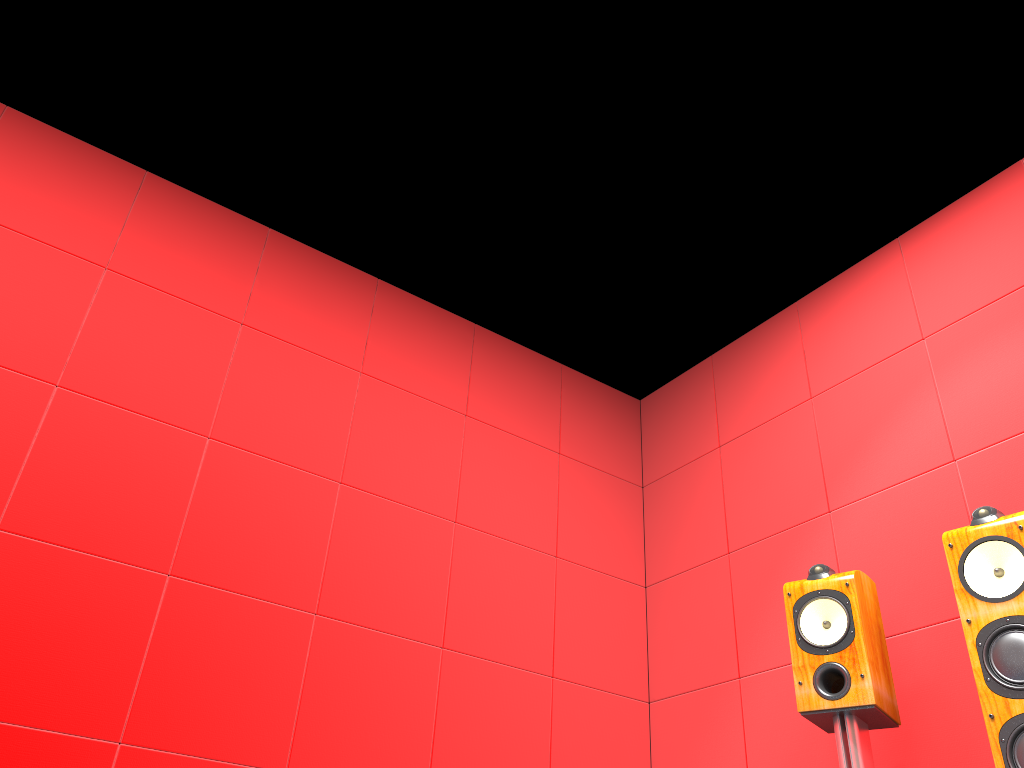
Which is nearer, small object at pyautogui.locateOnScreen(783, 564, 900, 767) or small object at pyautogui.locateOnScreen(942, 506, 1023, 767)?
small object at pyautogui.locateOnScreen(942, 506, 1023, 767)

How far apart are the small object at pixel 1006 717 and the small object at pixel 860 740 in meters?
0.3

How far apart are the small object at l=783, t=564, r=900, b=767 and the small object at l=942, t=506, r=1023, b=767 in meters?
0.3

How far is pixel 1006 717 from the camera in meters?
1.9

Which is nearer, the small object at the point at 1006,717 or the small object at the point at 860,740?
the small object at the point at 1006,717

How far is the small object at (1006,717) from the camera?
1.9 meters

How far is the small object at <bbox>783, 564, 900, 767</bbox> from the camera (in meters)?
2.30

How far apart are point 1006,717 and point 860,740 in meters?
0.4 m
